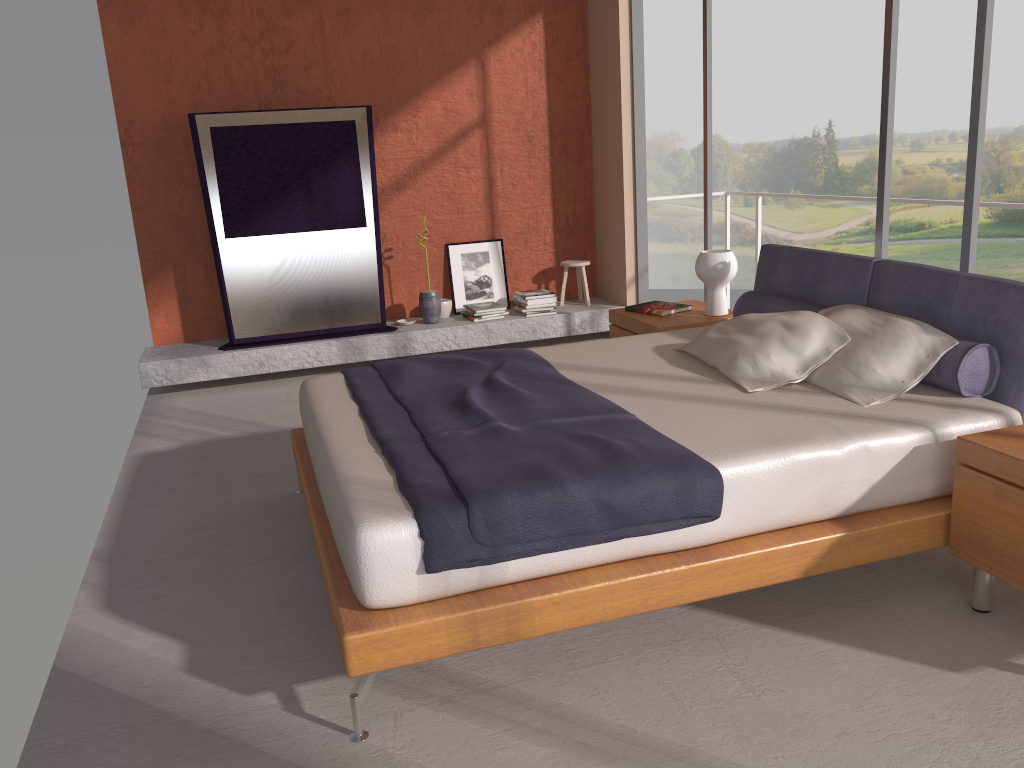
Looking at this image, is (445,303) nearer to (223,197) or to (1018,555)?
(223,197)

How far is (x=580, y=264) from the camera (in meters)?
6.92

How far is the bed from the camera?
2.4m

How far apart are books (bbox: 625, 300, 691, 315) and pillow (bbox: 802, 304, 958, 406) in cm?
122

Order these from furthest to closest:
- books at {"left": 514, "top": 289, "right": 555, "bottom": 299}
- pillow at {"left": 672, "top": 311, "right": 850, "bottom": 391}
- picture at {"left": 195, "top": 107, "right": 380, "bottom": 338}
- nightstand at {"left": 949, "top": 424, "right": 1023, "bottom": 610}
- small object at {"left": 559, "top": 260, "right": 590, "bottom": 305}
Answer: small object at {"left": 559, "top": 260, "right": 590, "bottom": 305} → books at {"left": 514, "top": 289, "right": 555, "bottom": 299} → picture at {"left": 195, "top": 107, "right": 380, "bottom": 338} → pillow at {"left": 672, "top": 311, "right": 850, "bottom": 391} → nightstand at {"left": 949, "top": 424, "right": 1023, "bottom": 610}

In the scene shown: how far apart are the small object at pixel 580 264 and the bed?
2.6 meters

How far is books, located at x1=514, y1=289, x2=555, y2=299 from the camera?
6.7 meters

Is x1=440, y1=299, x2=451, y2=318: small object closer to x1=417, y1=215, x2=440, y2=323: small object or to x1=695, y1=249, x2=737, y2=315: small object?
x1=417, y1=215, x2=440, y2=323: small object

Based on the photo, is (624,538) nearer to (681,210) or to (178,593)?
(178,593)

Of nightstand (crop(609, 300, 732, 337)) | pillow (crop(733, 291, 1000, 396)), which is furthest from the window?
nightstand (crop(609, 300, 732, 337))
